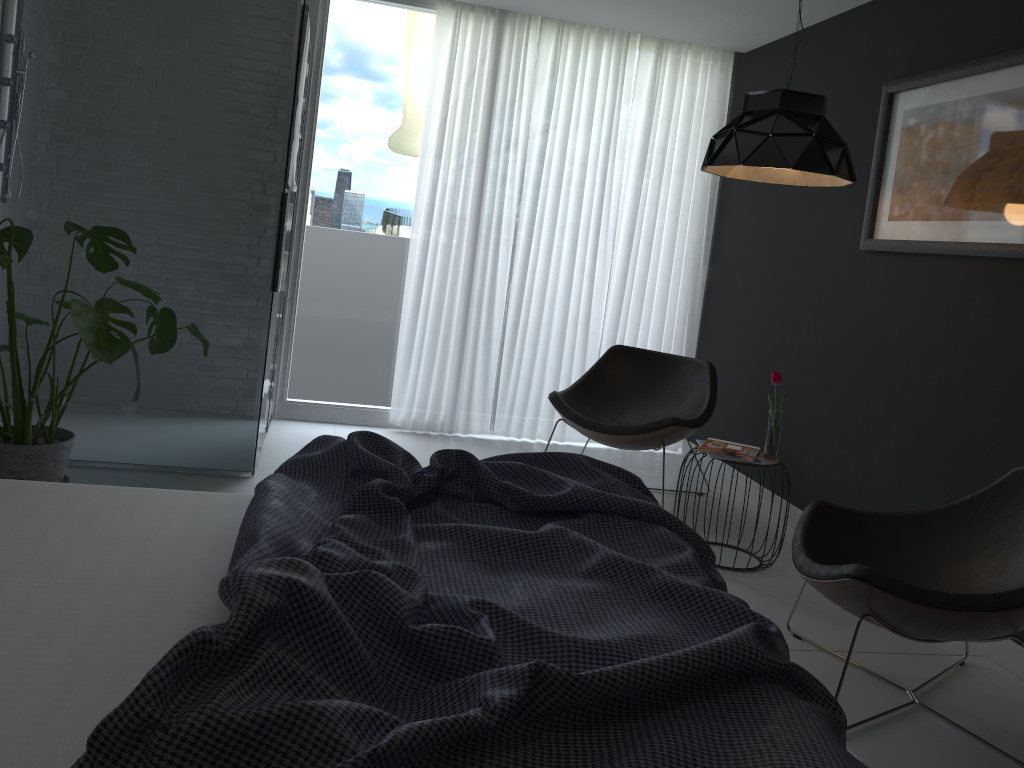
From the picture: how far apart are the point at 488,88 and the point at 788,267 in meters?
1.9

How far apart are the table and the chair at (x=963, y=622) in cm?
61

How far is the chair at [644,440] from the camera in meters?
4.2 m

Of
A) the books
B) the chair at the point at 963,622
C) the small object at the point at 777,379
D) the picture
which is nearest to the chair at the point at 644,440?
the books

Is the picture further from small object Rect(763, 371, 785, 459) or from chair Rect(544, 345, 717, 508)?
chair Rect(544, 345, 717, 508)

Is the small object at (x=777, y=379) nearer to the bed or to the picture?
the picture

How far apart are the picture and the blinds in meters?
1.6 m

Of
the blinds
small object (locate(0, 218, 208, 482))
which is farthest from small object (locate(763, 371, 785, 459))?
small object (locate(0, 218, 208, 482))

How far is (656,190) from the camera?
5.26m

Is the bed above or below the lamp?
below
